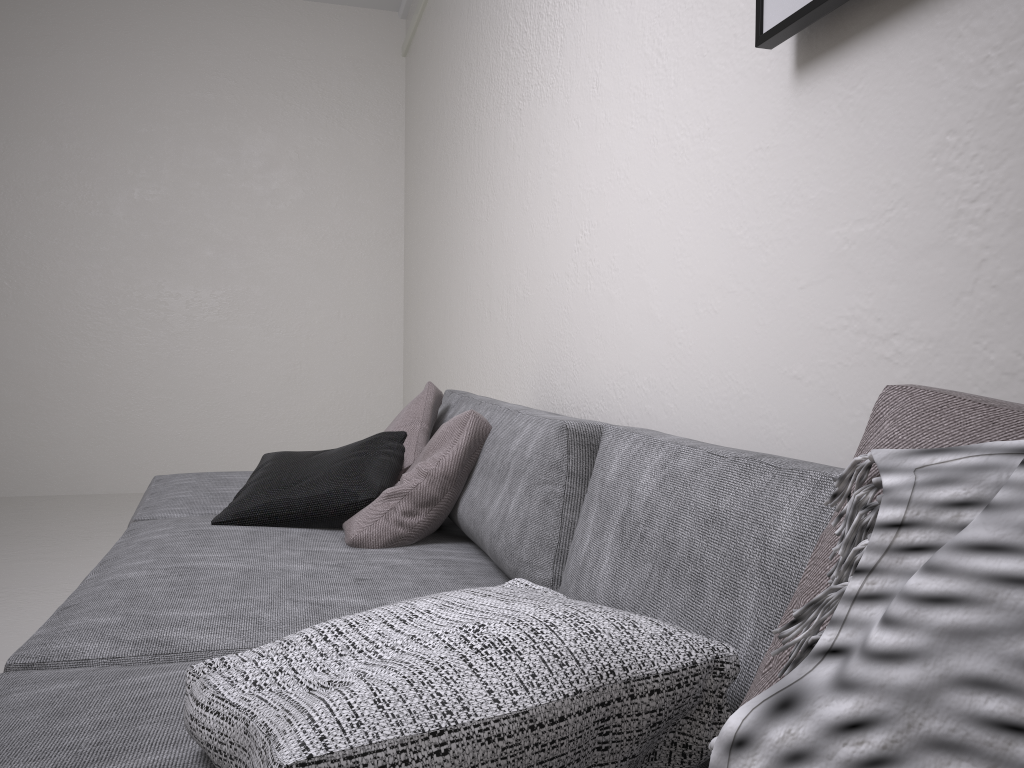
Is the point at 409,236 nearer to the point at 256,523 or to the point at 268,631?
the point at 256,523

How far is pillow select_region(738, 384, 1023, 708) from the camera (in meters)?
0.49

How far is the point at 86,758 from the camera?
0.88m

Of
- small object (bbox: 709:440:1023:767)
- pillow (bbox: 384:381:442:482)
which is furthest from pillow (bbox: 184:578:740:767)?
pillow (bbox: 384:381:442:482)

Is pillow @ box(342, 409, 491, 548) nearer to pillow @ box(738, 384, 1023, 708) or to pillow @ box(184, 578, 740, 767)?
pillow @ box(184, 578, 740, 767)

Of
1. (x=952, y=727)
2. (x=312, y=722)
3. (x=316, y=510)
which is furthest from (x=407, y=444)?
(x=952, y=727)

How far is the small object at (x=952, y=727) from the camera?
0.36m

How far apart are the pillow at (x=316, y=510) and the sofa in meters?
0.0

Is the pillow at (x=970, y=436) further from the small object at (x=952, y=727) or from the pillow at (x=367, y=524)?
the pillow at (x=367, y=524)

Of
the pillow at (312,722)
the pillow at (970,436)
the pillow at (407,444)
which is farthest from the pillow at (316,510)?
the pillow at (970,436)
